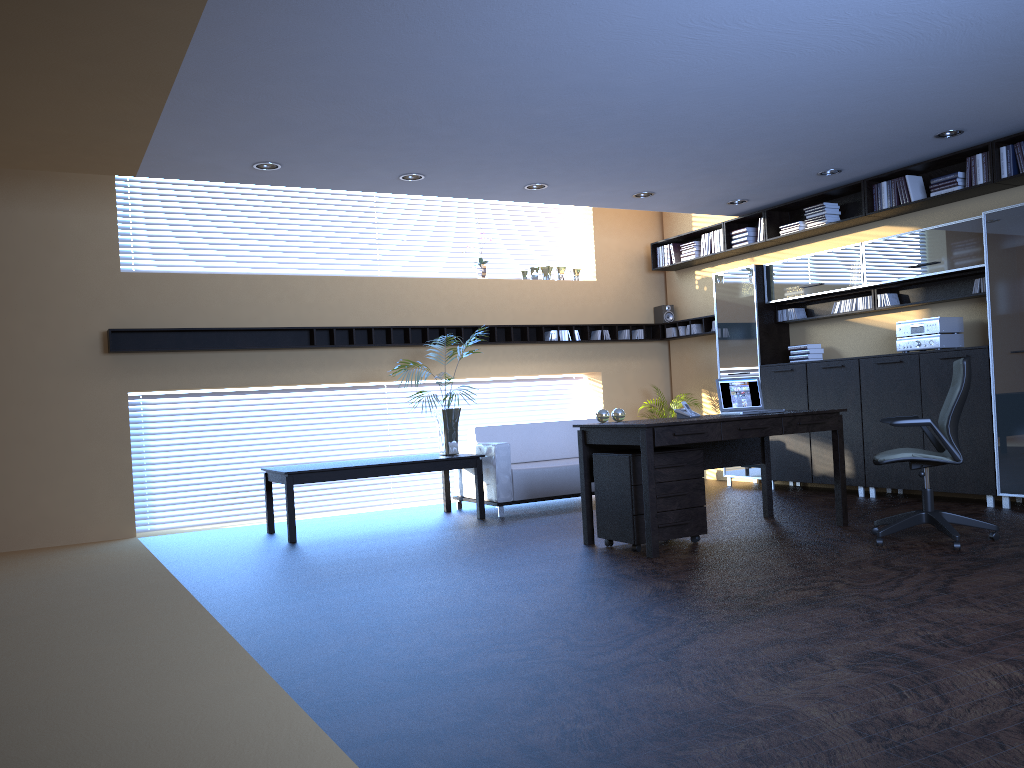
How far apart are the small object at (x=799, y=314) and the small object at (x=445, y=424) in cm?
375

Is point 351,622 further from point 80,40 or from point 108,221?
point 108,221

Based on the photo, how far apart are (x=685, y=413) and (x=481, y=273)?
4.4m

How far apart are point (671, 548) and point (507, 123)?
3.19m

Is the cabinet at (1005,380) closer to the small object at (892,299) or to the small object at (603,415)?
the small object at (892,299)

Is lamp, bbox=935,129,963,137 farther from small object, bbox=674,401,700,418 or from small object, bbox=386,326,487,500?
small object, bbox=386,326,487,500

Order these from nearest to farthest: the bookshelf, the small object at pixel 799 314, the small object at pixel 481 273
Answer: the bookshelf → the small object at pixel 799 314 → the small object at pixel 481 273

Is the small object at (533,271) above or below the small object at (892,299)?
above

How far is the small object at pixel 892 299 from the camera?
8.3m

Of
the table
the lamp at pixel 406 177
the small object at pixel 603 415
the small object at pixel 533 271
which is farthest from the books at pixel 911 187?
→ the table
